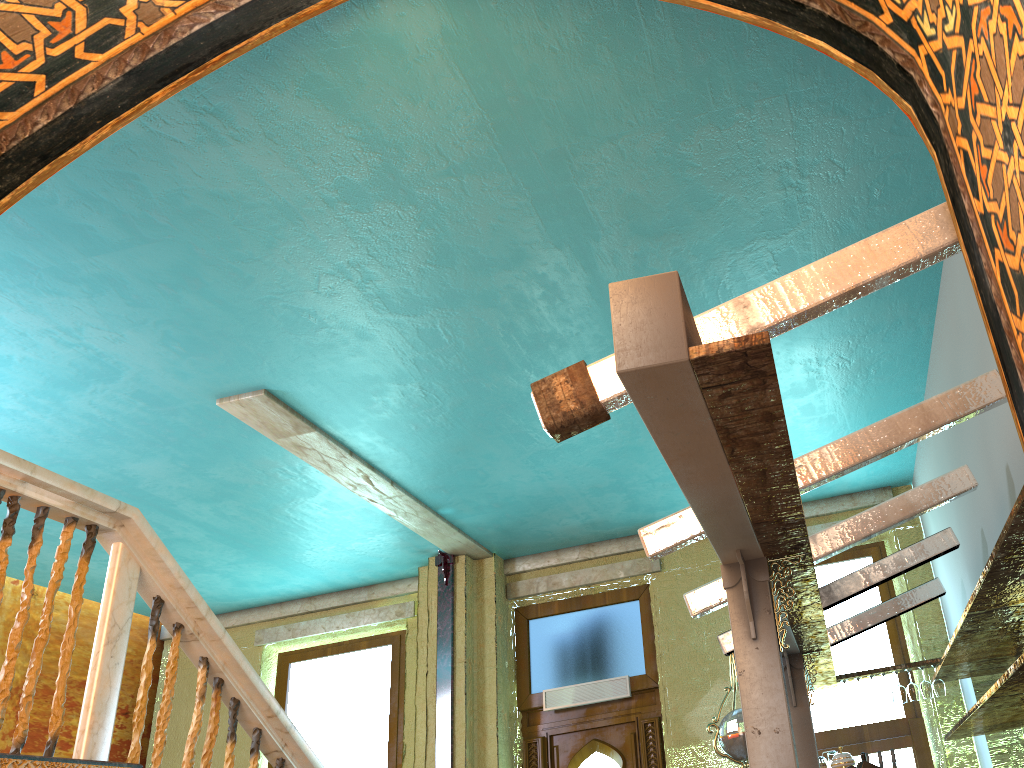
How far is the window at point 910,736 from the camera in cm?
748

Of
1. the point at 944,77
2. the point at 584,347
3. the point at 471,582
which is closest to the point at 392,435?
the point at 584,347

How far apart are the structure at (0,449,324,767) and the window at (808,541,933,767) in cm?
469

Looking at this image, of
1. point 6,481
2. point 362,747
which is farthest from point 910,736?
point 6,481

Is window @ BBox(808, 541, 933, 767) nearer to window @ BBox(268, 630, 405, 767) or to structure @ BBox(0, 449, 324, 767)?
window @ BBox(268, 630, 405, 767)

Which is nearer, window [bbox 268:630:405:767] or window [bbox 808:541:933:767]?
window [bbox 808:541:933:767]

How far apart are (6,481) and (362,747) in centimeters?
648cm

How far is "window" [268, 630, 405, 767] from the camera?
9.26m

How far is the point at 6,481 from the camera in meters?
3.8

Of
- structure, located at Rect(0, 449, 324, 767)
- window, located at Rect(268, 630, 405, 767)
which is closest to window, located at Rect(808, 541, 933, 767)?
window, located at Rect(268, 630, 405, 767)
